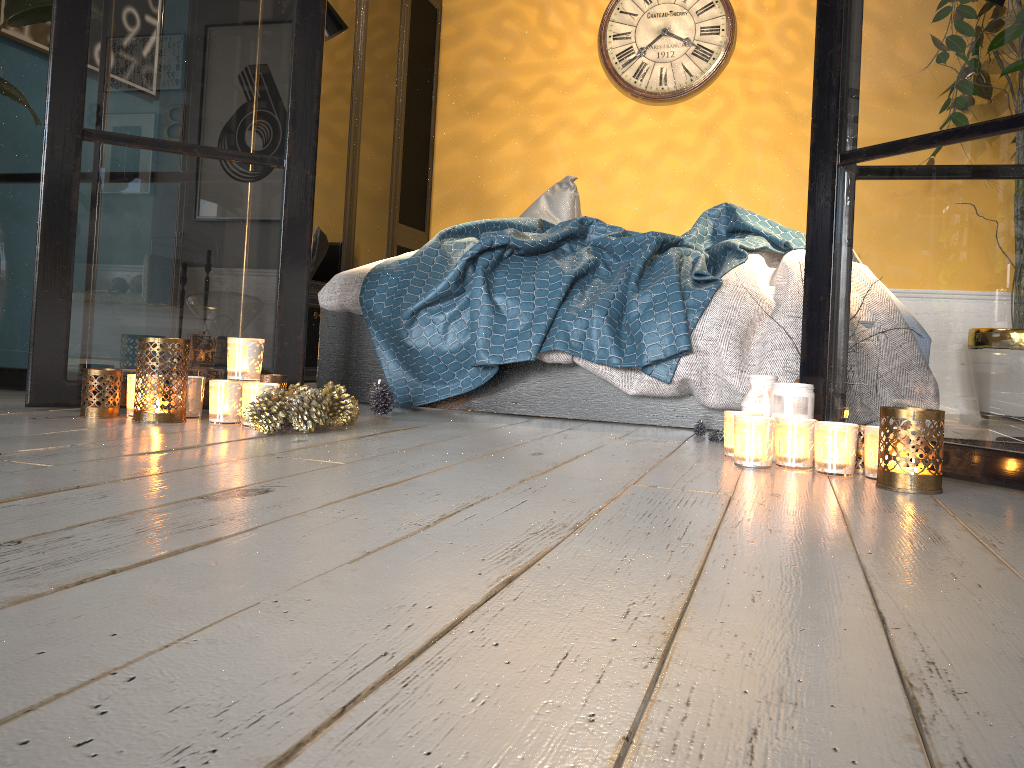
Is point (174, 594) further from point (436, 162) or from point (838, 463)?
point (436, 162)

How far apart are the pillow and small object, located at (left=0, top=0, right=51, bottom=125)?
2.1 meters

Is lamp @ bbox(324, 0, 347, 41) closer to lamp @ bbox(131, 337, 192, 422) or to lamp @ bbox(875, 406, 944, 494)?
lamp @ bbox(131, 337, 192, 422)

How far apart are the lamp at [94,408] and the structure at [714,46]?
3.43m

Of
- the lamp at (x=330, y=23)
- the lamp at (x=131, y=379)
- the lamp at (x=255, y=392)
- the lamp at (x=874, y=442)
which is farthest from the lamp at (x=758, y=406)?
the lamp at (x=330, y=23)

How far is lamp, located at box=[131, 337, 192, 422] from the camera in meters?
1.9

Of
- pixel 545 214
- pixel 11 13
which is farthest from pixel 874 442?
pixel 545 214

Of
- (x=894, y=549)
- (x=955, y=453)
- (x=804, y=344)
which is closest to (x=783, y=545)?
(x=894, y=549)

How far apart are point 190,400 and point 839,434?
1.4 meters

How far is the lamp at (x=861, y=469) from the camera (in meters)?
1.74
